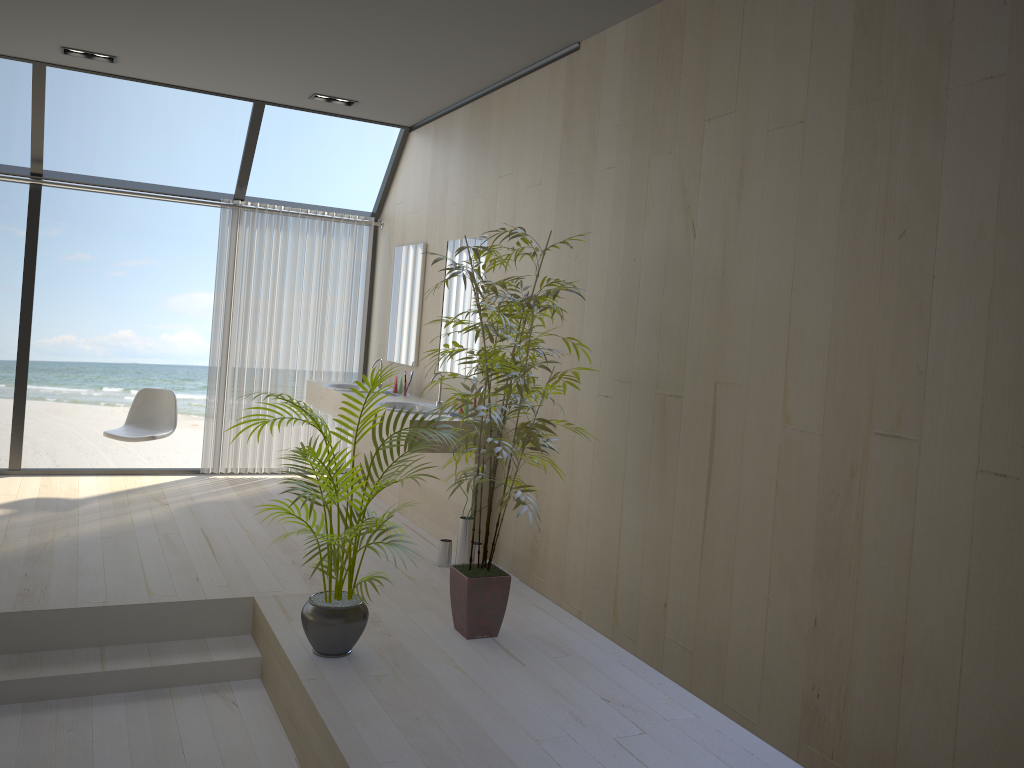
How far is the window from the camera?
5.9m

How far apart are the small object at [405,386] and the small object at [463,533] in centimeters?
159cm

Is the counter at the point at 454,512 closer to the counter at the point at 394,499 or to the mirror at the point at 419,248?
the counter at the point at 394,499

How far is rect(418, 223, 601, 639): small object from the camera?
3.5 meters

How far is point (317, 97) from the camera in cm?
594

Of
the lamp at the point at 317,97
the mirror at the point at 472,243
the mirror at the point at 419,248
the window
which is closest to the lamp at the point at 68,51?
the window

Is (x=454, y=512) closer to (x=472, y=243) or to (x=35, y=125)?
(x=472, y=243)

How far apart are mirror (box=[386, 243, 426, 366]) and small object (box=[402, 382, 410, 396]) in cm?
19

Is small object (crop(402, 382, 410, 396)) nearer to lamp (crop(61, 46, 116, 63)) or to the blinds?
the blinds

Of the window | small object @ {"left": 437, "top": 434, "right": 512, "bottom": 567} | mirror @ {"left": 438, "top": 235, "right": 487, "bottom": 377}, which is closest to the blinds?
the window
